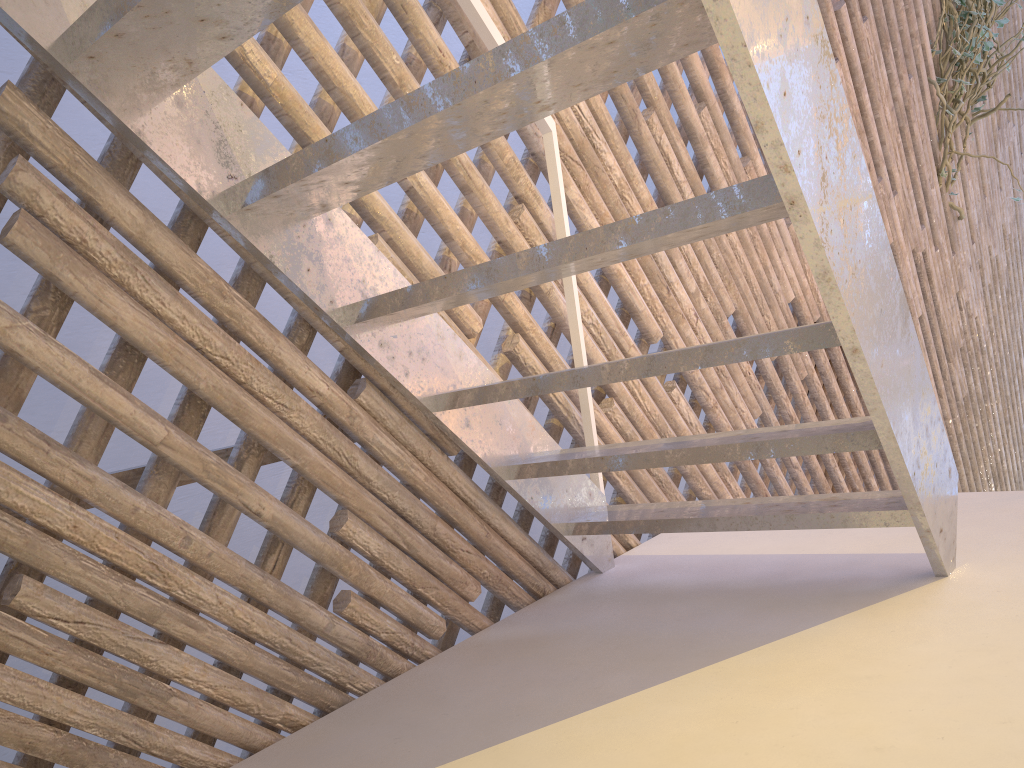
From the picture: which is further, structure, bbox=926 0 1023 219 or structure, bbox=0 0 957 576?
structure, bbox=926 0 1023 219

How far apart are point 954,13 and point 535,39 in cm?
293

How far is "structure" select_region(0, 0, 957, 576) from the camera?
0.66m

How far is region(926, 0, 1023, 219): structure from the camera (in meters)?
2.94

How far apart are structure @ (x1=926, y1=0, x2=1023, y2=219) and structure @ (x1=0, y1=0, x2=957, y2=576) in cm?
221

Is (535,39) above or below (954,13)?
below

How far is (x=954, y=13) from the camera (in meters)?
2.94

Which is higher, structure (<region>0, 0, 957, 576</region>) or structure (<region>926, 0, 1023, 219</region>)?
structure (<region>926, 0, 1023, 219</region>)
